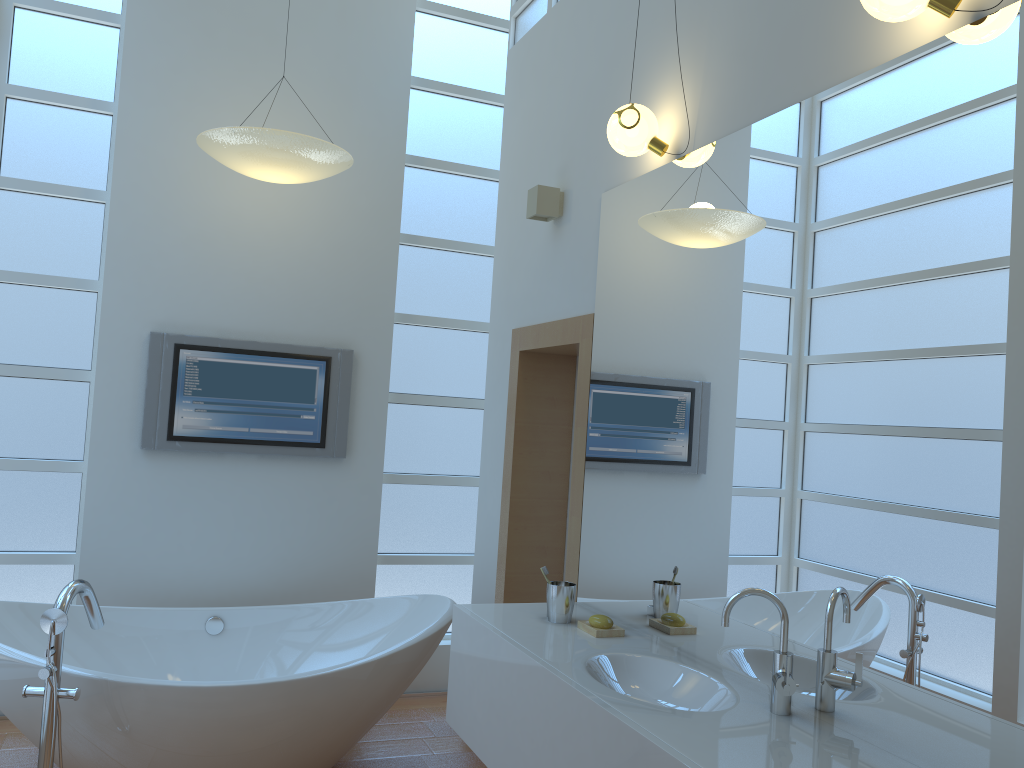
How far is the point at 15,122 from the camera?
3.8m

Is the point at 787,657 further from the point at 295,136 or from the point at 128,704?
the point at 295,136

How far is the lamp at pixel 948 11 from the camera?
1.7 meters

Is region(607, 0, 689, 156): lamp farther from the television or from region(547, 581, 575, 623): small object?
the television

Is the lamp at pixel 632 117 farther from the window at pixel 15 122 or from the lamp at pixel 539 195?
the window at pixel 15 122

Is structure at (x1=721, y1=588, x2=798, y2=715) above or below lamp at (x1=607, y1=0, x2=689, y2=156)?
below

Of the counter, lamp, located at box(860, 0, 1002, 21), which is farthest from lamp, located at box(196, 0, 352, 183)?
lamp, located at box(860, 0, 1002, 21)

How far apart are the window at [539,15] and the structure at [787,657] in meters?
2.8 m

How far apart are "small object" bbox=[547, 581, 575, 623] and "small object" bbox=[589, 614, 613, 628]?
0.11m

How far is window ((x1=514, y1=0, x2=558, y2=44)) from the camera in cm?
389
